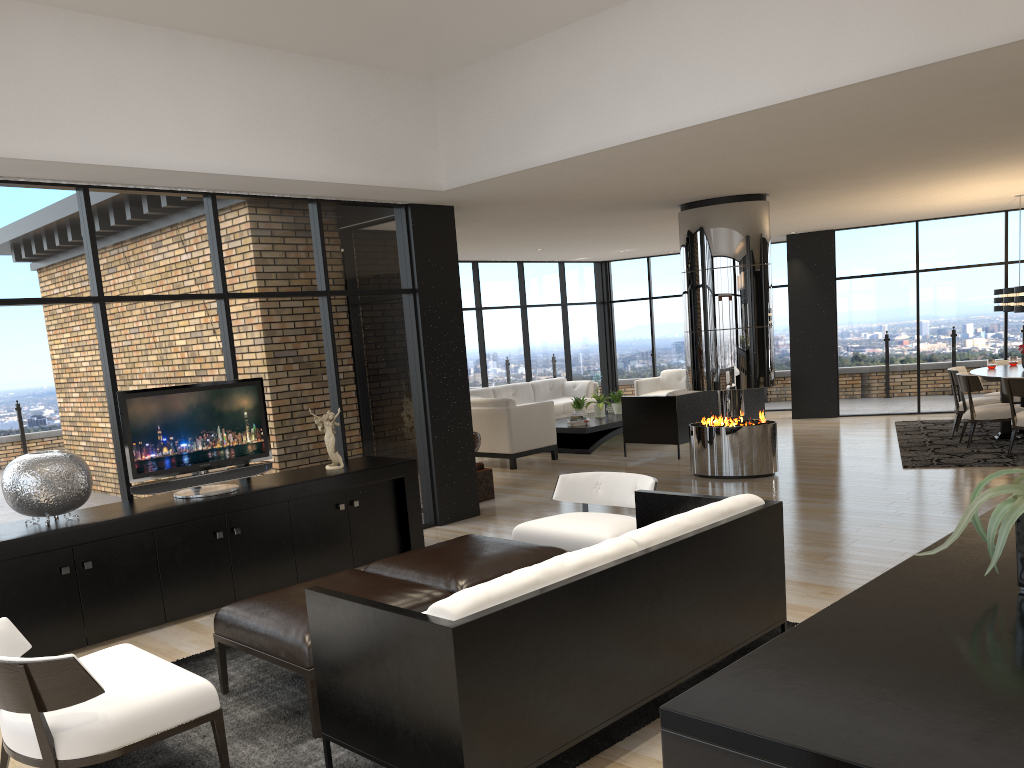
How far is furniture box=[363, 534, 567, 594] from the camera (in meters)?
4.26

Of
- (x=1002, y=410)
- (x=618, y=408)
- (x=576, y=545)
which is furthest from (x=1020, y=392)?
(x=576, y=545)

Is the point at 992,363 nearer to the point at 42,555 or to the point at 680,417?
the point at 680,417

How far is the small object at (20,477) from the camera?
4.8 meters

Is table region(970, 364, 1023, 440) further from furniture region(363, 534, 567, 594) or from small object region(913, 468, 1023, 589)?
small object region(913, 468, 1023, 589)

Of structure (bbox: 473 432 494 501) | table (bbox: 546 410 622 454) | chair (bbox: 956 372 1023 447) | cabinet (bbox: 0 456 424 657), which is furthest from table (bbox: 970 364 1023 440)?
cabinet (bbox: 0 456 424 657)

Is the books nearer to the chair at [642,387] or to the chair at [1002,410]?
the chair at [642,387]

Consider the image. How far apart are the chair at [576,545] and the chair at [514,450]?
4.8 meters

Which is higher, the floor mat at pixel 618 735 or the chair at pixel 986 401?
the chair at pixel 986 401

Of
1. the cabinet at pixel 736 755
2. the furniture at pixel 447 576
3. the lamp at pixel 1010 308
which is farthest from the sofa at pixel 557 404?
the cabinet at pixel 736 755
